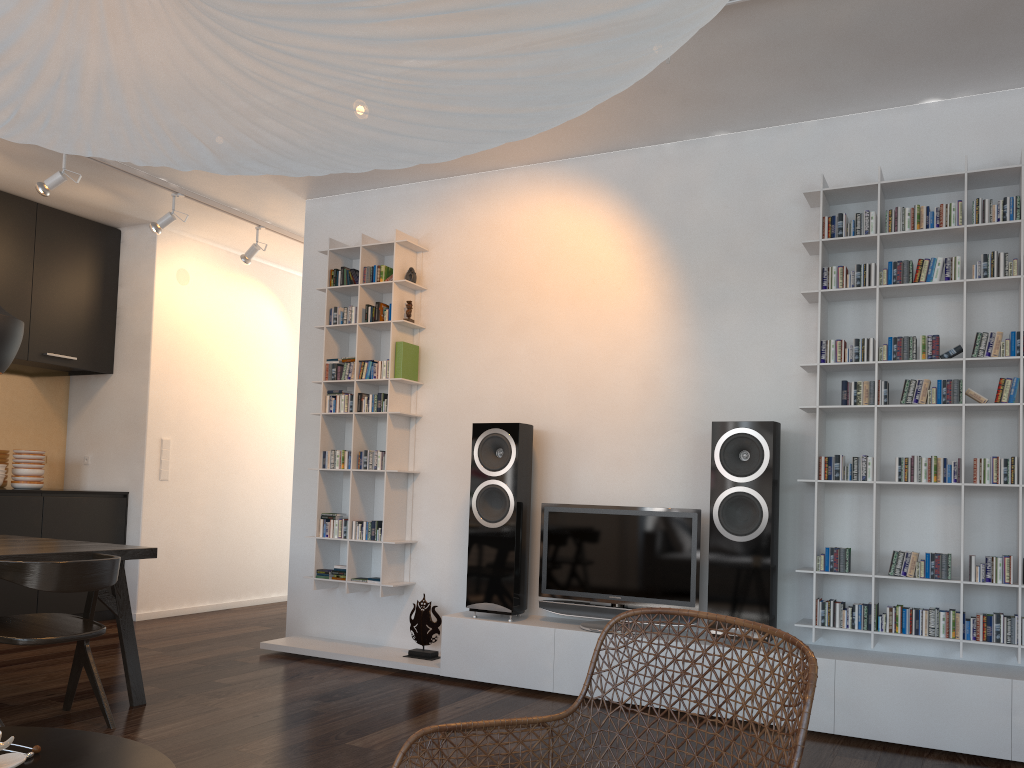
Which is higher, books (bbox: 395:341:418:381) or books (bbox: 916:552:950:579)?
books (bbox: 395:341:418:381)

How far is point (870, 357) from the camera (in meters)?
3.84

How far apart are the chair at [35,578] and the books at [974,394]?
3.1 meters

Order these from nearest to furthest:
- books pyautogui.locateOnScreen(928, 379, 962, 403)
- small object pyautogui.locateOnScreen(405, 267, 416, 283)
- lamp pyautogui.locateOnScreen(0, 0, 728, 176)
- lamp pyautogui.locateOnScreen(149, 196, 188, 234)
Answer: lamp pyautogui.locateOnScreen(0, 0, 728, 176), books pyautogui.locateOnScreen(928, 379, 962, 403), small object pyautogui.locateOnScreen(405, 267, 416, 283), lamp pyautogui.locateOnScreen(149, 196, 188, 234)

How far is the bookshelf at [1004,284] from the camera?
3.71m

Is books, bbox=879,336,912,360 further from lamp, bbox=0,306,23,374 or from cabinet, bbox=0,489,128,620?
cabinet, bbox=0,489,128,620

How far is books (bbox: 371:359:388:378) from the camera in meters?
5.0

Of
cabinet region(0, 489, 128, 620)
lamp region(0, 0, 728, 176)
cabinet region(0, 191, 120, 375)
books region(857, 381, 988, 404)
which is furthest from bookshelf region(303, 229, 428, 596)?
lamp region(0, 0, 728, 176)

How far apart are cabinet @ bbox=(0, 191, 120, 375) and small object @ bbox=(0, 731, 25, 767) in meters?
4.9

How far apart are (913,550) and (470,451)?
2.3 meters
